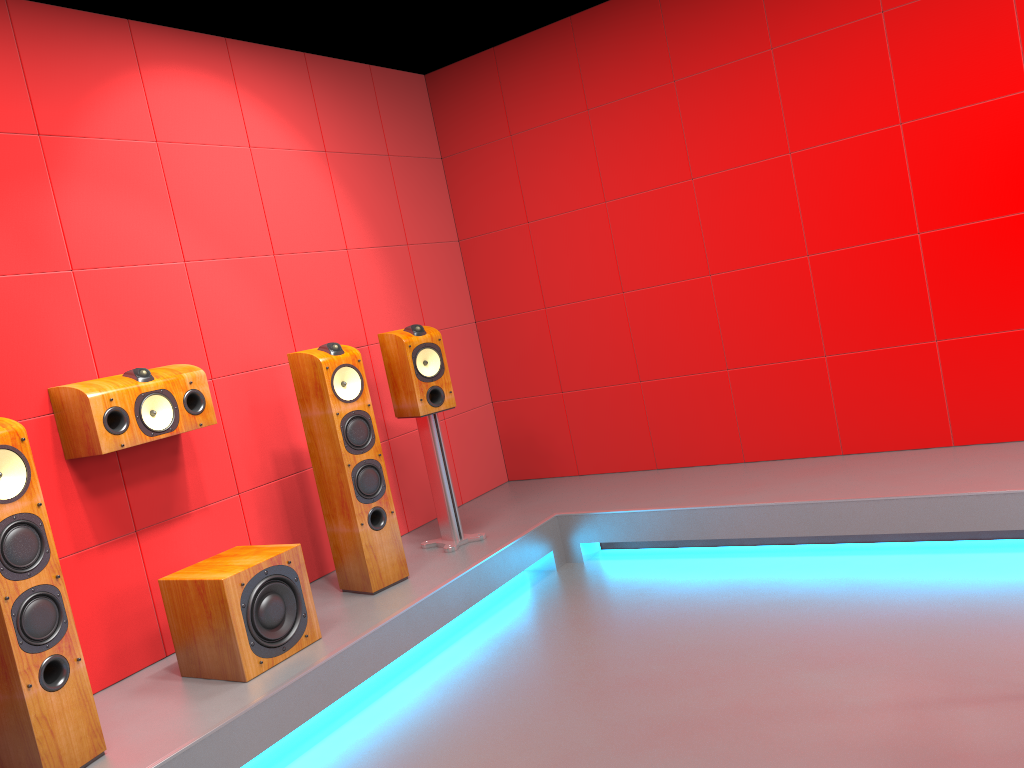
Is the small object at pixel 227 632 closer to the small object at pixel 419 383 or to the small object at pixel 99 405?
the small object at pixel 99 405

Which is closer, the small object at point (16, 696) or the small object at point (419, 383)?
the small object at point (16, 696)

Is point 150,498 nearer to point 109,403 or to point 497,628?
point 109,403

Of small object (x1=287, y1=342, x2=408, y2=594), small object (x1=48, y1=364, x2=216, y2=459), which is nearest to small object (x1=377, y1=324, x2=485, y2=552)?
small object (x1=287, y1=342, x2=408, y2=594)

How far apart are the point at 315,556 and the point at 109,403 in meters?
1.3

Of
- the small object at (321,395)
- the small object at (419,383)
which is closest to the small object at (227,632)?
the small object at (321,395)

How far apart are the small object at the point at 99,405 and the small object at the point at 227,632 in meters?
0.5

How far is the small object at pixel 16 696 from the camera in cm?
241

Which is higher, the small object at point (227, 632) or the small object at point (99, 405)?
the small object at point (99, 405)

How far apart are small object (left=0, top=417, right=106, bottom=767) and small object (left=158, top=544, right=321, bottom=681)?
0.47m
